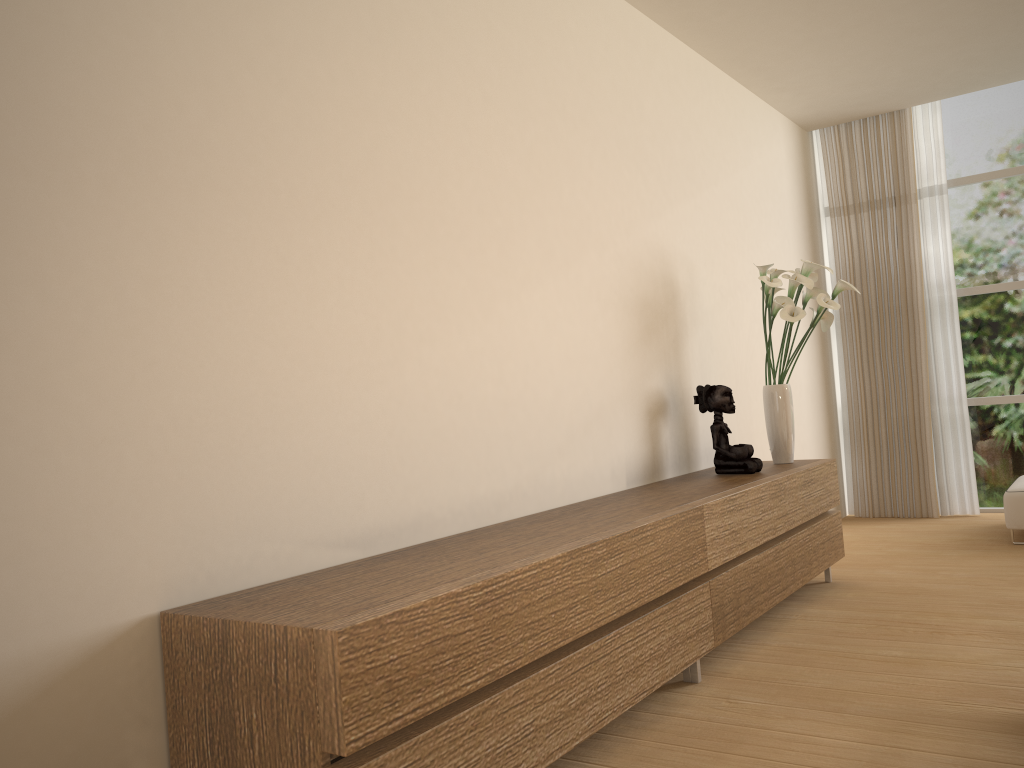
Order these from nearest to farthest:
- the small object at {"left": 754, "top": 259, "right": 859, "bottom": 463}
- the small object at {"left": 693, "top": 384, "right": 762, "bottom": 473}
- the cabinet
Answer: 1. the cabinet
2. the small object at {"left": 693, "top": 384, "right": 762, "bottom": 473}
3. the small object at {"left": 754, "top": 259, "right": 859, "bottom": 463}

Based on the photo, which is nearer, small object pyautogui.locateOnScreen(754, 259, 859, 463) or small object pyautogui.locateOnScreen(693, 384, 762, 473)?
small object pyautogui.locateOnScreen(693, 384, 762, 473)

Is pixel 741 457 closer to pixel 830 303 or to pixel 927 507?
pixel 830 303

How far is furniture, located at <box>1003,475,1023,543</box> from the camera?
5.4m

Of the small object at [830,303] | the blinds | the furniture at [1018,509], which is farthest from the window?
the small object at [830,303]

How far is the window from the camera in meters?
6.6

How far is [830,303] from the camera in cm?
449

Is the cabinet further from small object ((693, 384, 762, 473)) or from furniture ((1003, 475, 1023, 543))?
furniture ((1003, 475, 1023, 543))

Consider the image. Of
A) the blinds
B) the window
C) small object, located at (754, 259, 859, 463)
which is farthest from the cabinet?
the window

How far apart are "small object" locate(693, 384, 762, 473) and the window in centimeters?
331cm
